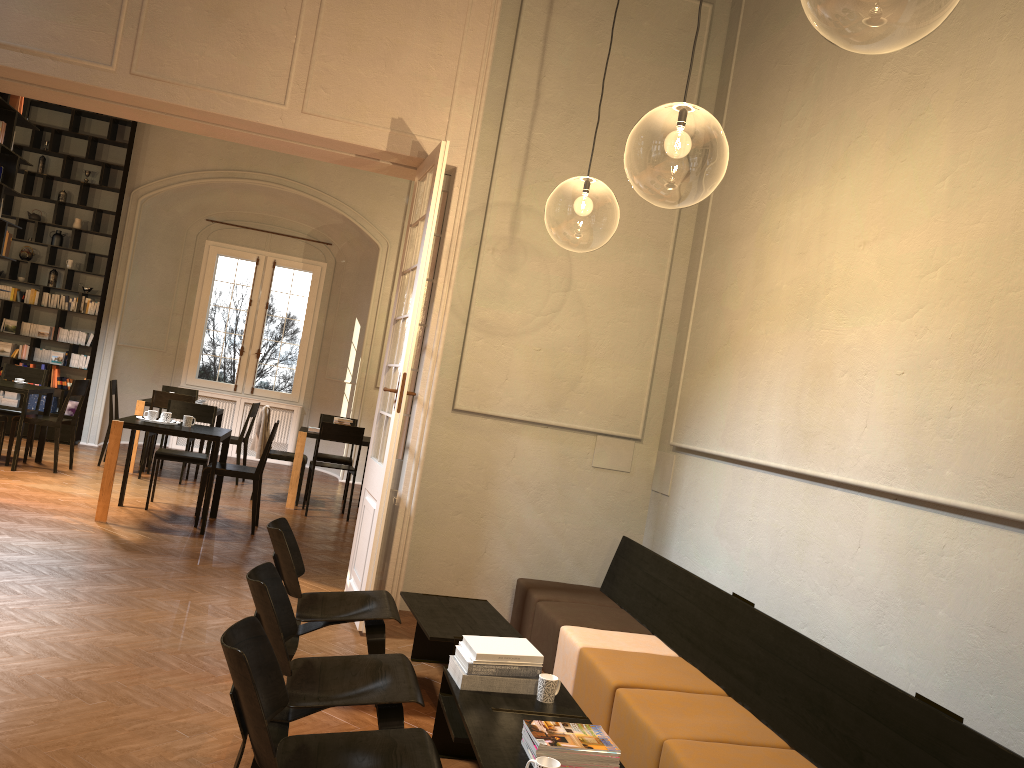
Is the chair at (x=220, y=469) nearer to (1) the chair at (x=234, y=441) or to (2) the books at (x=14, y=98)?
(1) the chair at (x=234, y=441)

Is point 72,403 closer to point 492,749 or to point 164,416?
point 164,416

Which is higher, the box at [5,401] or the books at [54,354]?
the books at [54,354]

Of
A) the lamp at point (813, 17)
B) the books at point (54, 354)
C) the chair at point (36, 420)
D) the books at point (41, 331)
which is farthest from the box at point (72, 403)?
the lamp at point (813, 17)

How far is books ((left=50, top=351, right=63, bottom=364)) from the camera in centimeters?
1246cm

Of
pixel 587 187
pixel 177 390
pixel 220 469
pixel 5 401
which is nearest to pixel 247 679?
pixel 220 469

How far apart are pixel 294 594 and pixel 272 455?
6.20m

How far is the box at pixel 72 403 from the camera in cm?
1251

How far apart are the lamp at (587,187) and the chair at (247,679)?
6.0m

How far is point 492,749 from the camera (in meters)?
3.16
